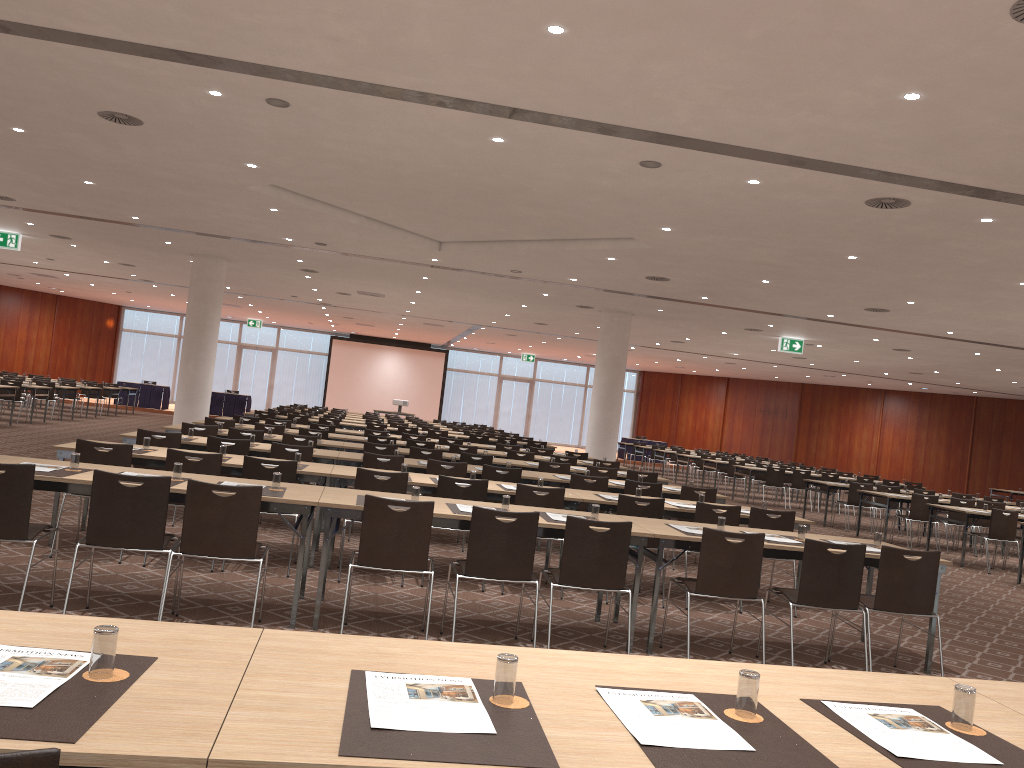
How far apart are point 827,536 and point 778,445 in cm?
3105

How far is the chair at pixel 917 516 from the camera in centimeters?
1481cm

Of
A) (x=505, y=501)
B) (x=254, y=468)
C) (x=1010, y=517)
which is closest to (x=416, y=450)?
(x=254, y=468)

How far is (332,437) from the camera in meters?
13.6 m

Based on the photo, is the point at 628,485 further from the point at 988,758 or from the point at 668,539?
the point at 988,758

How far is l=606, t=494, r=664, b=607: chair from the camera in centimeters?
774cm

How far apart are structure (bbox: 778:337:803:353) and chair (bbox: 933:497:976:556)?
6.90m

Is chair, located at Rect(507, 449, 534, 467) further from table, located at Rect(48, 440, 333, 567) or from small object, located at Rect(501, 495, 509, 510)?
small object, located at Rect(501, 495, 509, 510)

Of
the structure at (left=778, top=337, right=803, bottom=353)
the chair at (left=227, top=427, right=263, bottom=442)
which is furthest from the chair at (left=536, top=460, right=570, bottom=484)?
the structure at (left=778, top=337, right=803, bottom=353)

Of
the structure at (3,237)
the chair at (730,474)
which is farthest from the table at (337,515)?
the chair at (730,474)
